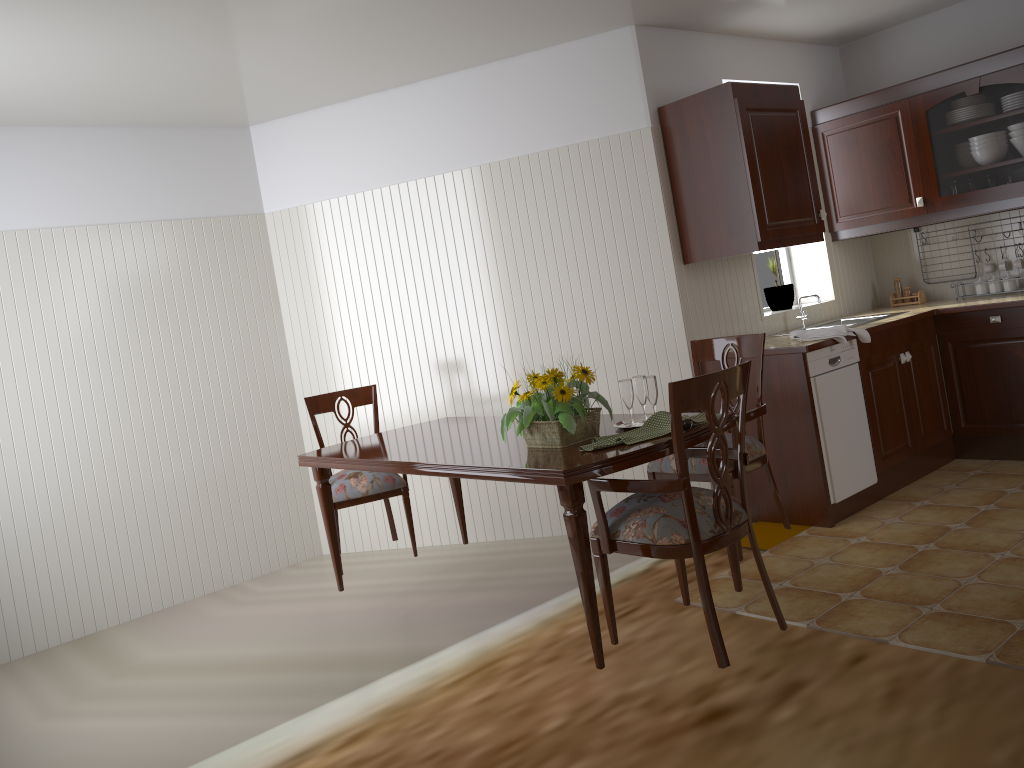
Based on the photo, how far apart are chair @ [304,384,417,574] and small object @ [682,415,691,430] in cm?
165

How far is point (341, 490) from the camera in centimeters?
378cm

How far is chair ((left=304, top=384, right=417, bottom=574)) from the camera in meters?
3.8

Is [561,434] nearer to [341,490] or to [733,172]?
[341,490]

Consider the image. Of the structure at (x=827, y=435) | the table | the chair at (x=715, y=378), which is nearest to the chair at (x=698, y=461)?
the table

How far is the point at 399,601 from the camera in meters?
4.0

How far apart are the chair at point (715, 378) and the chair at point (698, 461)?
0.4m

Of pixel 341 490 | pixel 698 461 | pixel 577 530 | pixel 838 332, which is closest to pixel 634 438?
pixel 577 530

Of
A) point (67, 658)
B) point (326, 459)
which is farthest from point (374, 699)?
point (67, 658)

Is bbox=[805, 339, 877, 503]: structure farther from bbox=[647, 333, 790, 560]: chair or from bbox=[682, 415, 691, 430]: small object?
bbox=[682, 415, 691, 430]: small object
